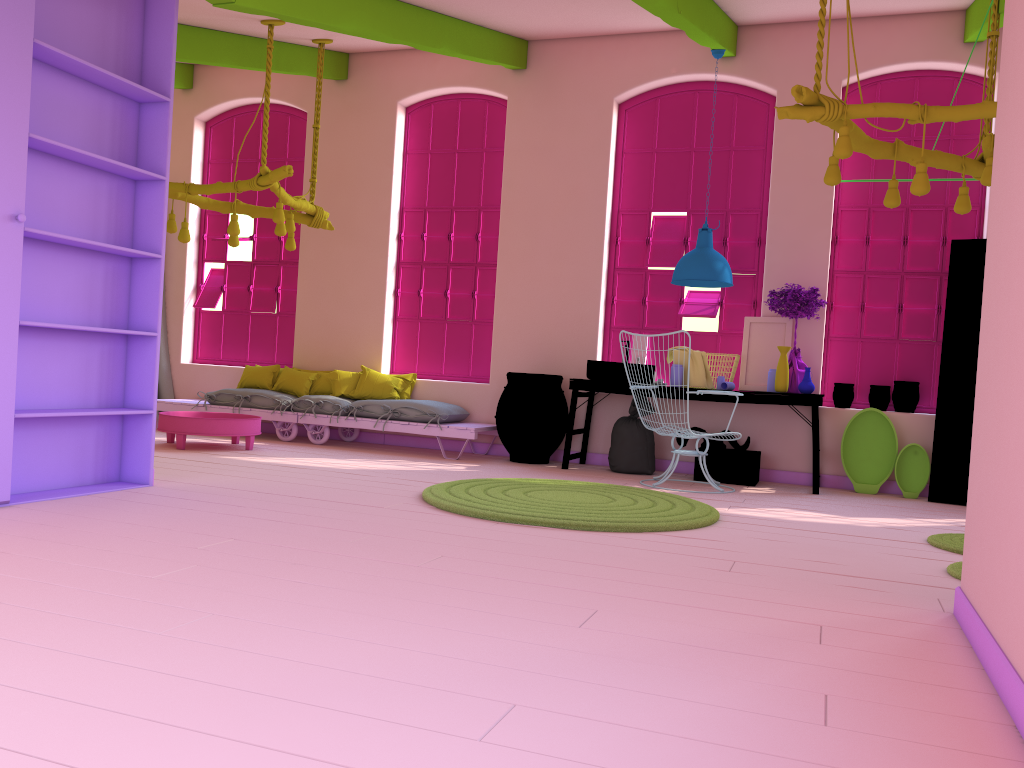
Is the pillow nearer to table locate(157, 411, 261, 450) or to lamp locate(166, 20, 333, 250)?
table locate(157, 411, 261, 450)

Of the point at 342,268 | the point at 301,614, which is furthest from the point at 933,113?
the point at 342,268

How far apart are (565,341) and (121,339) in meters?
4.4

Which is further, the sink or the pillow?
the pillow

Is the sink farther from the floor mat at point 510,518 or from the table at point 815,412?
the floor mat at point 510,518

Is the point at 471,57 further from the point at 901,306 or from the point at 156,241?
the point at 901,306

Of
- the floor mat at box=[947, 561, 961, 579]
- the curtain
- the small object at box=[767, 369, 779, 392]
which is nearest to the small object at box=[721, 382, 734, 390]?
the small object at box=[767, 369, 779, 392]

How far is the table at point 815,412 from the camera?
7.23m

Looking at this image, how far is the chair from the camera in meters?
6.9

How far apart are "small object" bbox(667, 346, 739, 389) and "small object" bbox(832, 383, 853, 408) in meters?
1.1
